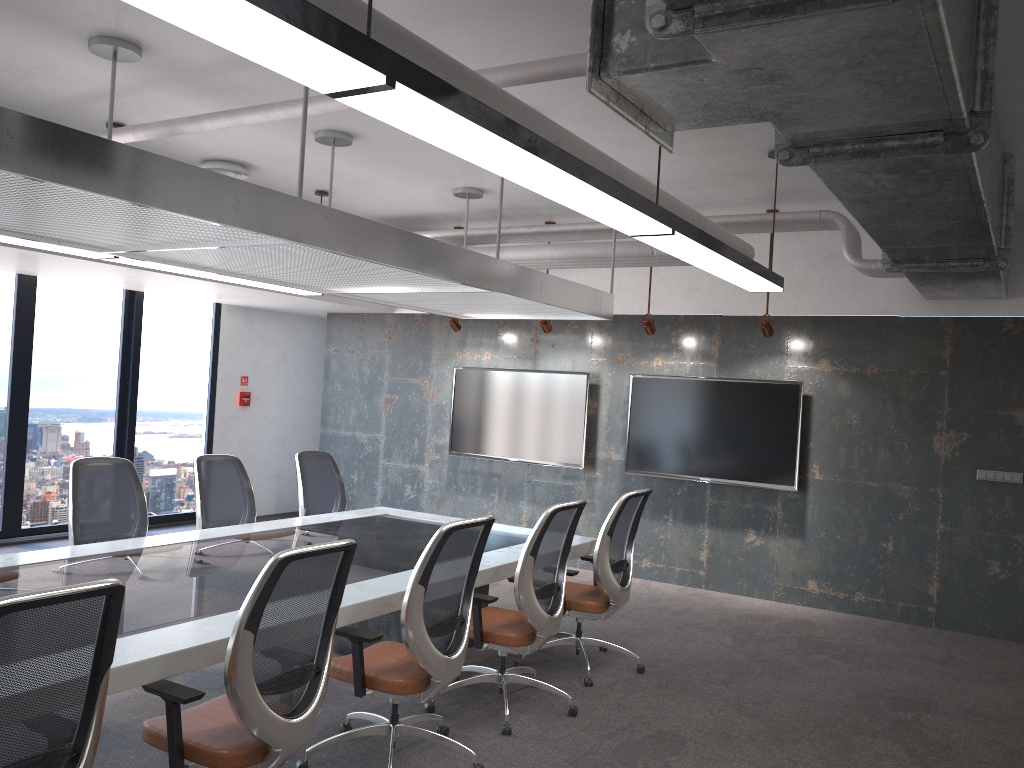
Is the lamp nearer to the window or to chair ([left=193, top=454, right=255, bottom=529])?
chair ([left=193, top=454, right=255, bottom=529])

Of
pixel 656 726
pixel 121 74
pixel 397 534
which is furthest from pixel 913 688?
pixel 121 74

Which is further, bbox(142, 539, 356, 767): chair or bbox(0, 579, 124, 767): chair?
bbox(142, 539, 356, 767): chair

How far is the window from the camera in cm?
843

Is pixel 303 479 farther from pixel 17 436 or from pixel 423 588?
pixel 17 436

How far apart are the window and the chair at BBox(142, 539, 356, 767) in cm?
610

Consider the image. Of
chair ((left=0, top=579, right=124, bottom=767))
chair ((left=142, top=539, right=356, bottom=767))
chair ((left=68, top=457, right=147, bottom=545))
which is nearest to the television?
chair ((left=68, top=457, right=147, bottom=545))

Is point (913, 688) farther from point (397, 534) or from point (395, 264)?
point (395, 264)

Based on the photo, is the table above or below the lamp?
below

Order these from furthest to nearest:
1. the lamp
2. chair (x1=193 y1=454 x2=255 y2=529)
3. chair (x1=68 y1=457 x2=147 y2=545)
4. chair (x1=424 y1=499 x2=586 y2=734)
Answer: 1. chair (x1=193 y1=454 x2=255 y2=529)
2. chair (x1=68 y1=457 x2=147 y2=545)
3. chair (x1=424 y1=499 x2=586 y2=734)
4. the lamp
